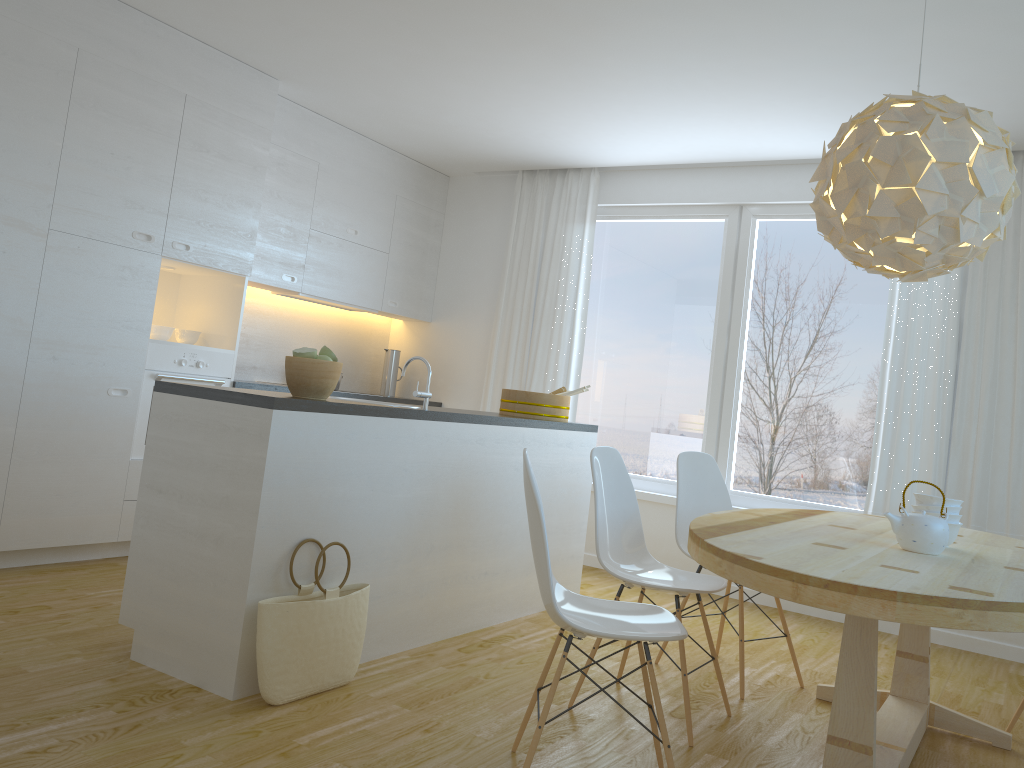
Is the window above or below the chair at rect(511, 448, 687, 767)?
above

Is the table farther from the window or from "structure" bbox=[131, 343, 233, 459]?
"structure" bbox=[131, 343, 233, 459]

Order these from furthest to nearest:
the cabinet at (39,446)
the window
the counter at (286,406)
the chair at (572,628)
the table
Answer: the window → the cabinet at (39,446) → the counter at (286,406) → the chair at (572,628) → the table

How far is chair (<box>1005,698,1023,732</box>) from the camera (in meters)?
3.36

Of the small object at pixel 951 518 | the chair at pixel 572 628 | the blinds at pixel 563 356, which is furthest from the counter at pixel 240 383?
the small object at pixel 951 518

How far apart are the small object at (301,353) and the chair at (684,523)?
1.71m

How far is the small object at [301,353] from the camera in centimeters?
311cm

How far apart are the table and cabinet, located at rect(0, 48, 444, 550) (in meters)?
2.99

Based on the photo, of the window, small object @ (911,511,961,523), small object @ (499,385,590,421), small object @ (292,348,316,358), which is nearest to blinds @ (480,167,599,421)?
the window

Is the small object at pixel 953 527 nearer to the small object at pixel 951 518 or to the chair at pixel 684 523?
the small object at pixel 951 518
